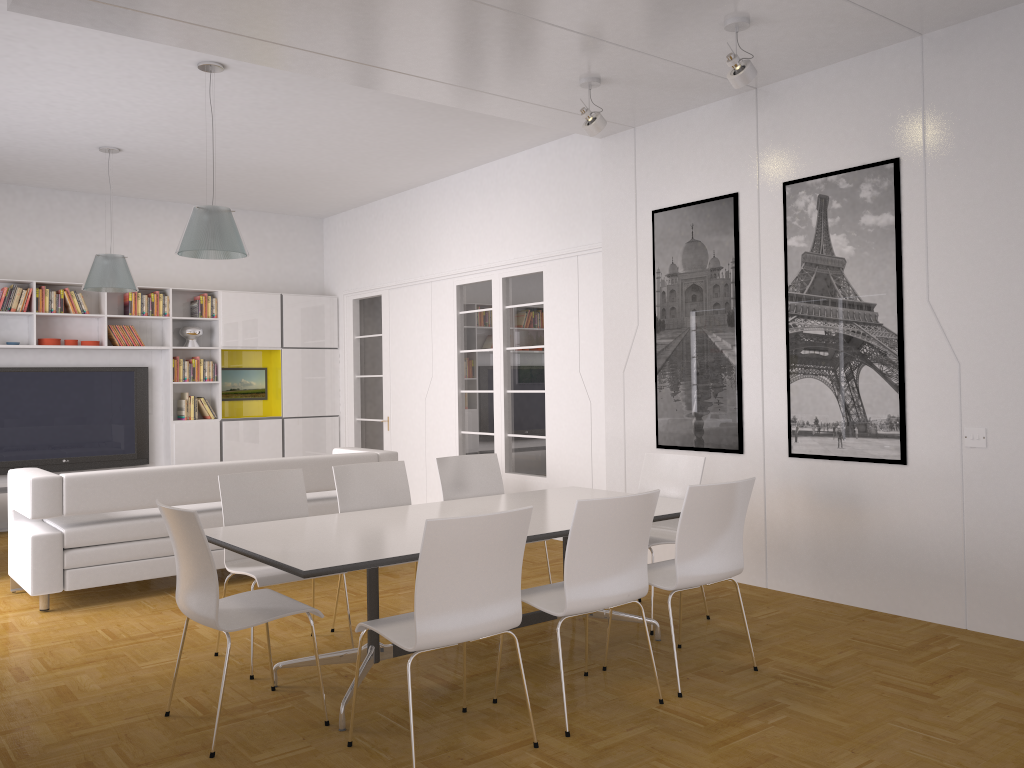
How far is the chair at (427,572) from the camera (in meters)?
3.12

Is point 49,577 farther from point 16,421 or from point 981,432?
point 981,432

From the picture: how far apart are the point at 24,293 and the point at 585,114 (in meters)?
6.30

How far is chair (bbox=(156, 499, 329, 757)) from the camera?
3.4m

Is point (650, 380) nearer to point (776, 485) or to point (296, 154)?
point (776, 485)

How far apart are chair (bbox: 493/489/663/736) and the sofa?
3.1m

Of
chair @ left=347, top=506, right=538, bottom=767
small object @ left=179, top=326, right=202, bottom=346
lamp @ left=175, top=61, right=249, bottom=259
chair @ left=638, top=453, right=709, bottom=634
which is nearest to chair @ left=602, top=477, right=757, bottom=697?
chair @ left=638, top=453, right=709, bottom=634

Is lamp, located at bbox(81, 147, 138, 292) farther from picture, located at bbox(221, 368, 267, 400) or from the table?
the table

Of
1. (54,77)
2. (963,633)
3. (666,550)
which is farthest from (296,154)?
(963,633)

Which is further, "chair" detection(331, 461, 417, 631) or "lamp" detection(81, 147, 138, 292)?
"lamp" detection(81, 147, 138, 292)
